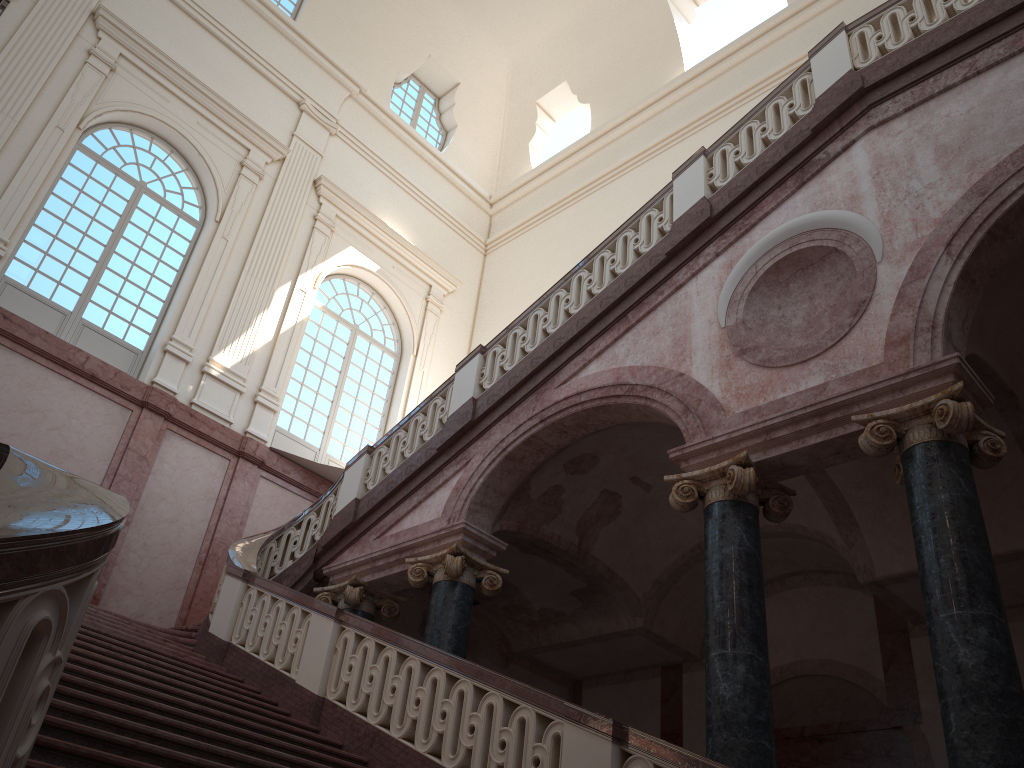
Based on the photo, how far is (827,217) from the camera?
6.9 meters
